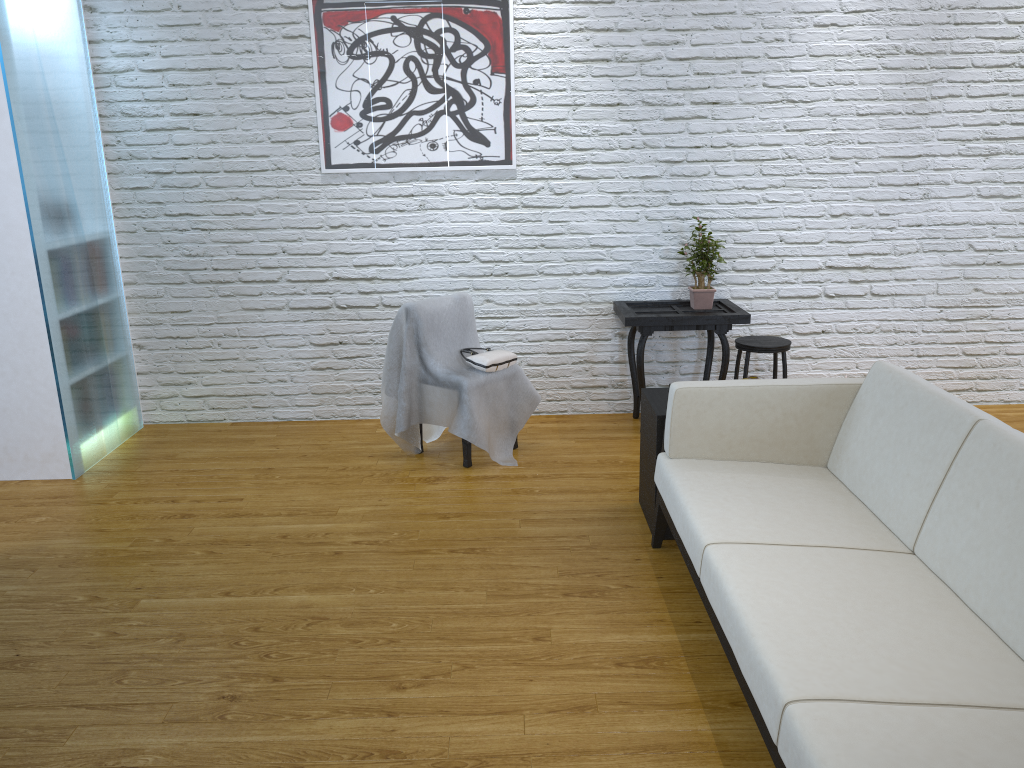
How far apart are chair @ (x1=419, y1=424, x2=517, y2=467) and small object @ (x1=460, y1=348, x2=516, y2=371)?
0.33m

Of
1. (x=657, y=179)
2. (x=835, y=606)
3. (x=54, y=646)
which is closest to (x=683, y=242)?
(x=657, y=179)

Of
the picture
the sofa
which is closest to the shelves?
the sofa

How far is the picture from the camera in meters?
4.1 m

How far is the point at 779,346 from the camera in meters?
4.1 m

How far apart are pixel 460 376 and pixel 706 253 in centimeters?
137cm

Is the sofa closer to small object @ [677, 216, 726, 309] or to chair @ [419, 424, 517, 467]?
chair @ [419, 424, 517, 467]

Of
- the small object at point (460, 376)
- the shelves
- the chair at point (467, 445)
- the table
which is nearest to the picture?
the small object at point (460, 376)

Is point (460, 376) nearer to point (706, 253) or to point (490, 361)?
point (490, 361)

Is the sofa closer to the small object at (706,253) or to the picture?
the small object at (706,253)
